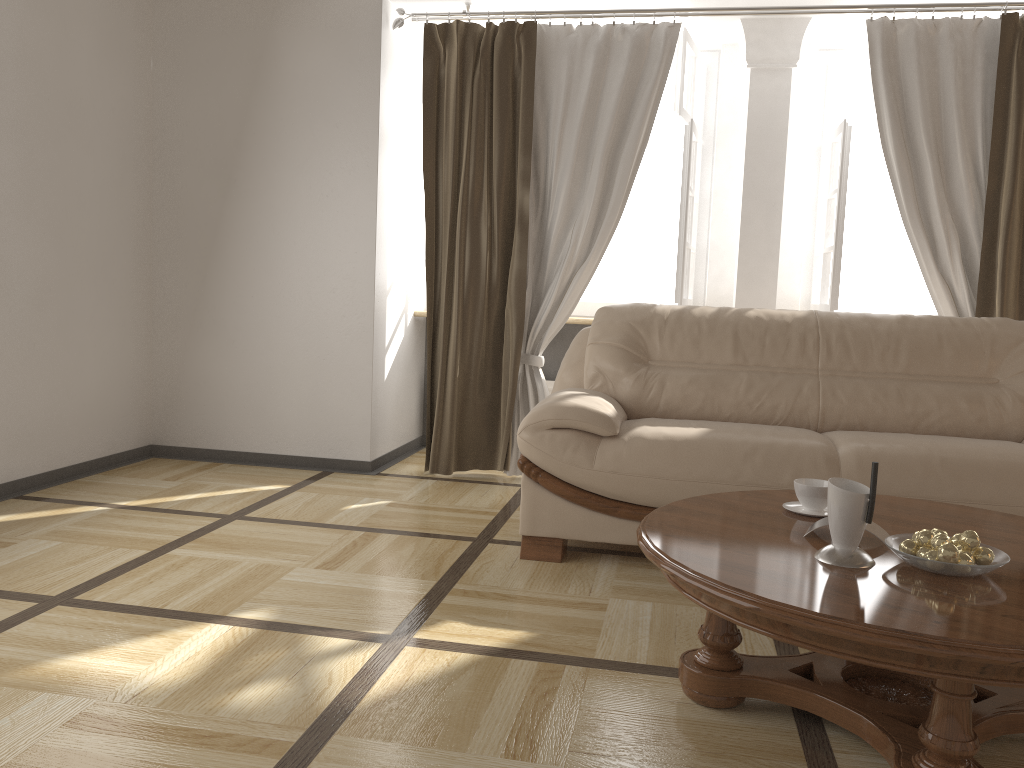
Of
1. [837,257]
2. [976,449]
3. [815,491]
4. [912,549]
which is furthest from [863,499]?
[837,257]

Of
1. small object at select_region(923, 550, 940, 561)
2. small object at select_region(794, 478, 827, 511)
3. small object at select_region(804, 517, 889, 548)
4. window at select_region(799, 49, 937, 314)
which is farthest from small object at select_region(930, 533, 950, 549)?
window at select_region(799, 49, 937, 314)

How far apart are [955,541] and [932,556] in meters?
0.1 m

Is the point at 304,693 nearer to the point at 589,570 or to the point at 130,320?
the point at 589,570

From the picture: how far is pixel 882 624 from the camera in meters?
1.4 m

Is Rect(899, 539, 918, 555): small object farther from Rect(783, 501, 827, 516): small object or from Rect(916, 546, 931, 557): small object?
Rect(783, 501, 827, 516): small object

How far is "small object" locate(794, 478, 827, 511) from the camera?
2.2m

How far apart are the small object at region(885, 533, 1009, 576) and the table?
0.0 meters

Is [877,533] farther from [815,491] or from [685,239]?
[685,239]

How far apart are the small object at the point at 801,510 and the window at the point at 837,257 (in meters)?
2.20
